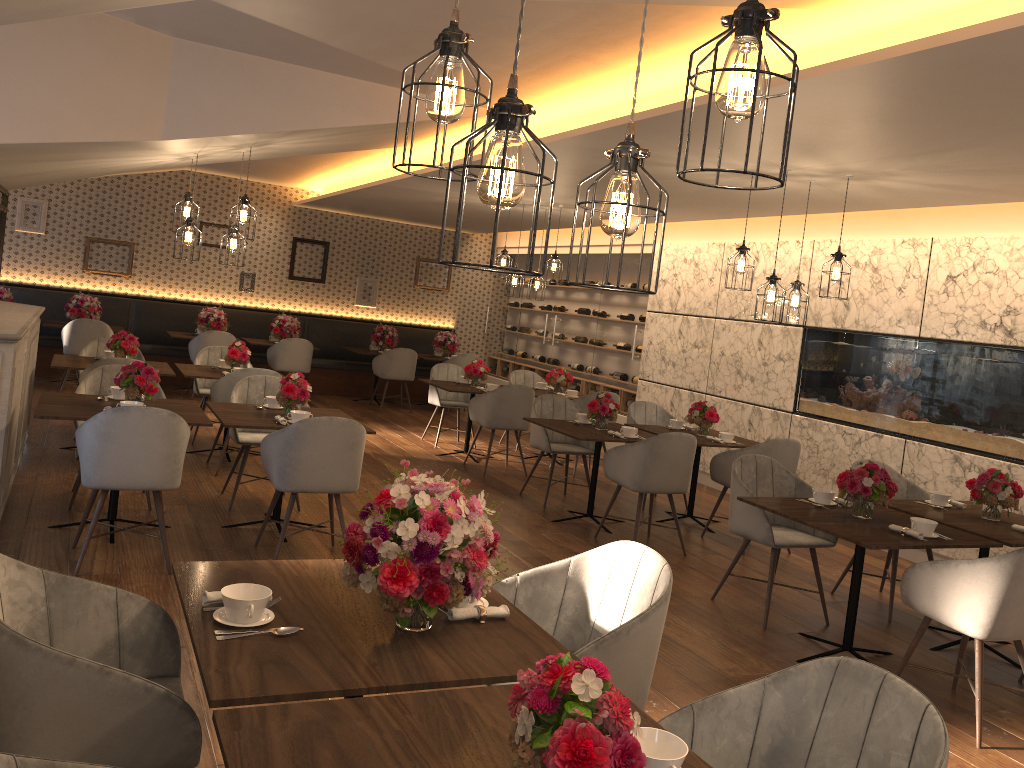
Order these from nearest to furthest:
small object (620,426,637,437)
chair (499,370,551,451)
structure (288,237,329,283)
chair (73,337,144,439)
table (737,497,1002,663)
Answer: table (737,497,1002,663)
small object (620,426,637,437)
chair (73,337,144,439)
chair (499,370,551,451)
structure (288,237,329,283)

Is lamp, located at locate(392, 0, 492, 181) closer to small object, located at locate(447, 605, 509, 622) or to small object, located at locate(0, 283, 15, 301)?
small object, located at locate(447, 605, 509, 622)

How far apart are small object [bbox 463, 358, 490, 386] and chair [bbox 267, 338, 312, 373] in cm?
305

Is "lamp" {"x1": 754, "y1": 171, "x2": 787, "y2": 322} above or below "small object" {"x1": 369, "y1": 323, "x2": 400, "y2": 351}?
above

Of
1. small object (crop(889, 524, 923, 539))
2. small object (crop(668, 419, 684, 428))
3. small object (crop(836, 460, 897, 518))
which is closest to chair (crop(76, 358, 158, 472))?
small object (crop(668, 419, 684, 428))

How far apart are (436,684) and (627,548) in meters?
1.1

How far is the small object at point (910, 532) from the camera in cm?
421

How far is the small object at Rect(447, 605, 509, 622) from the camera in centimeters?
240cm

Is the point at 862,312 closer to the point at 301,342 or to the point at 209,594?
the point at 209,594

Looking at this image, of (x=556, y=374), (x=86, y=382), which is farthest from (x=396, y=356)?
(x=86, y=382)
